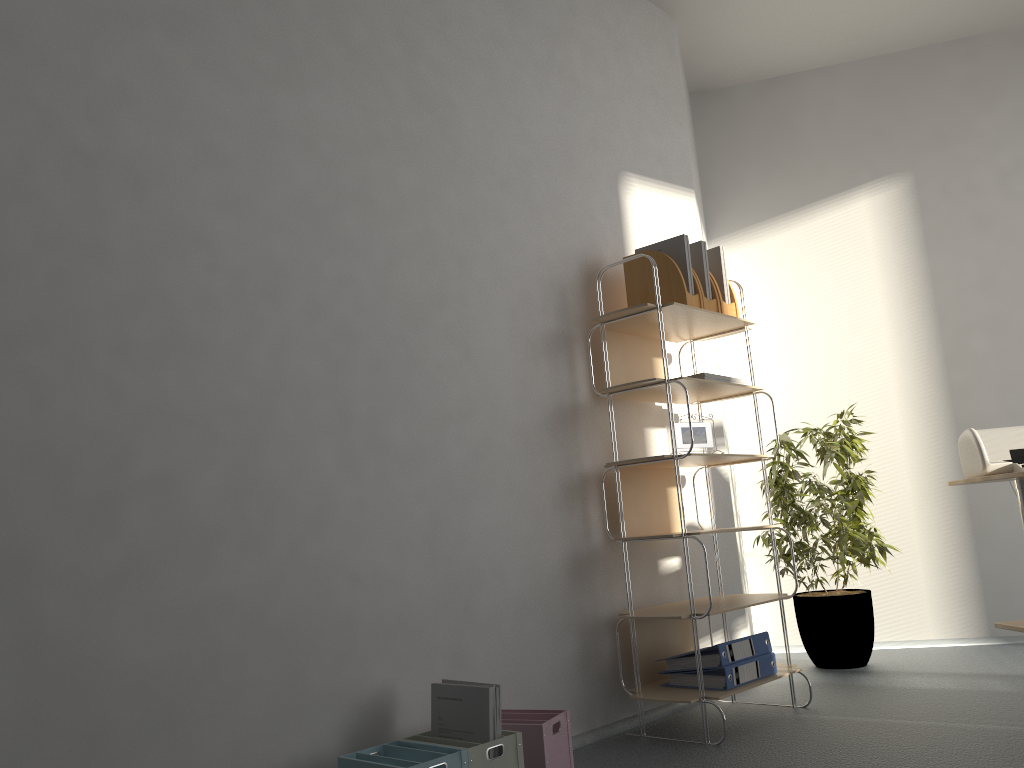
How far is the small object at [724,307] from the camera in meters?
3.3 m

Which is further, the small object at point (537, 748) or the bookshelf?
the bookshelf

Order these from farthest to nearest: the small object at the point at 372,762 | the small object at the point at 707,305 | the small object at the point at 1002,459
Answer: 1. the small object at the point at 707,305
2. the small object at the point at 1002,459
3. the small object at the point at 372,762

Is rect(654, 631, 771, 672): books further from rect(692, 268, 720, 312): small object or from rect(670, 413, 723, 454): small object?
rect(692, 268, 720, 312): small object

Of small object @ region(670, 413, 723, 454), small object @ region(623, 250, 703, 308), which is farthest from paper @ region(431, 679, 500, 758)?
small object @ region(623, 250, 703, 308)

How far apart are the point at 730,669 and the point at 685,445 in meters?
0.8 m

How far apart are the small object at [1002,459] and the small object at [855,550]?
0.8m

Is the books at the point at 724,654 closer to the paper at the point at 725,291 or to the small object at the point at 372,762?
the small object at the point at 372,762

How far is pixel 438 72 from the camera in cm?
289

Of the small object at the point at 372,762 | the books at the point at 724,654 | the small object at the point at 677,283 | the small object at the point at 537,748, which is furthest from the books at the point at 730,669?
the small object at the point at 677,283
